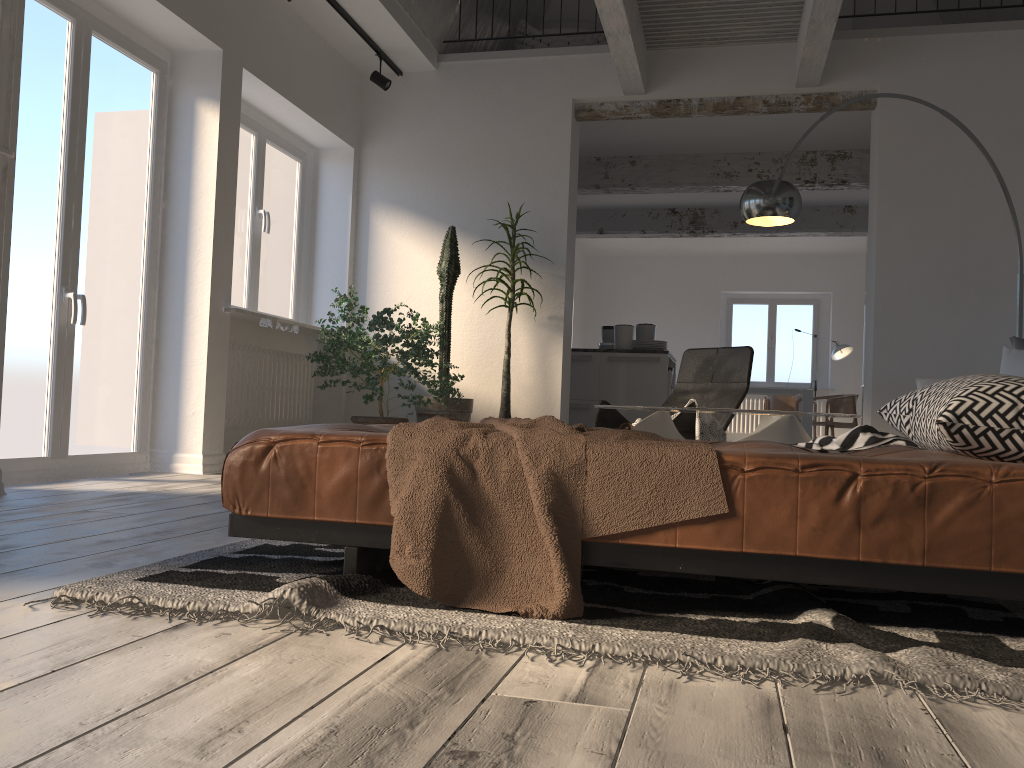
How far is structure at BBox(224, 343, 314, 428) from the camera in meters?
5.7 m

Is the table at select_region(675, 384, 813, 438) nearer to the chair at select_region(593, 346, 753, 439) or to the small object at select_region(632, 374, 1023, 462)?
the chair at select_region(593, 346, 753, 439)

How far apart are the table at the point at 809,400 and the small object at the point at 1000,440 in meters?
6.4 m

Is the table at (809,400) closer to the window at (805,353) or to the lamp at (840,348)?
the lamp at (840,348)

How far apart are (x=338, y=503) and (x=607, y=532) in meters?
0.6 m

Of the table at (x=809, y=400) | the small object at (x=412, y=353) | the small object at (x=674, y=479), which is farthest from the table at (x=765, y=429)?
the table at (x=809, y=400)

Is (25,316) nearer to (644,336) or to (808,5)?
(808,5)

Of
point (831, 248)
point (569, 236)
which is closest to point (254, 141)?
point (569, 236)

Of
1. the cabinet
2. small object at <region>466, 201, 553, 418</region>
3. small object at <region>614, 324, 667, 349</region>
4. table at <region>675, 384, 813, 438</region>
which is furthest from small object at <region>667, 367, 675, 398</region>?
table at <region>675, 384, 813, 438</region>

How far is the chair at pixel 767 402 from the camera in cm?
1223
